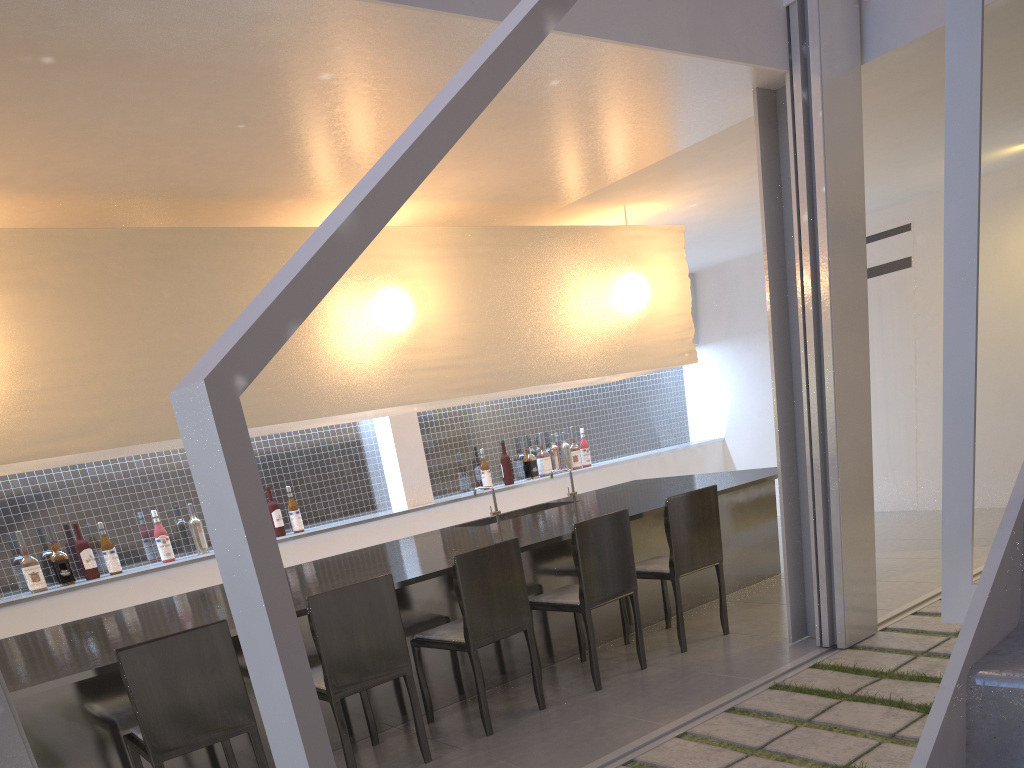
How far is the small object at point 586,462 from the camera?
4.1m

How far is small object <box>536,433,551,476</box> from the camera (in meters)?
3.92

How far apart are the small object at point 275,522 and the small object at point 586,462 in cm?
158

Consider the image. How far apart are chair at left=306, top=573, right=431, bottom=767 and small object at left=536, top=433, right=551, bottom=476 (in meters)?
A: 2.18

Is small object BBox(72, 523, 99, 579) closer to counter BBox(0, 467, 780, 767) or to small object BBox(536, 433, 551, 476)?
counter BBox(0, 467, 780, 767)

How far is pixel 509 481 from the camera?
3.8 meters

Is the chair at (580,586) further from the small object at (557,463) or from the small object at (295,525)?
the small object at (557,463)

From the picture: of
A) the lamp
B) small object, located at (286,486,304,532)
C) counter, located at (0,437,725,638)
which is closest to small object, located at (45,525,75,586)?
counter, located at (0,437,725,638)

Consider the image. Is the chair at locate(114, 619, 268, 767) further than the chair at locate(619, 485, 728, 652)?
No

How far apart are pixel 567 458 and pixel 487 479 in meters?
0.5 m
